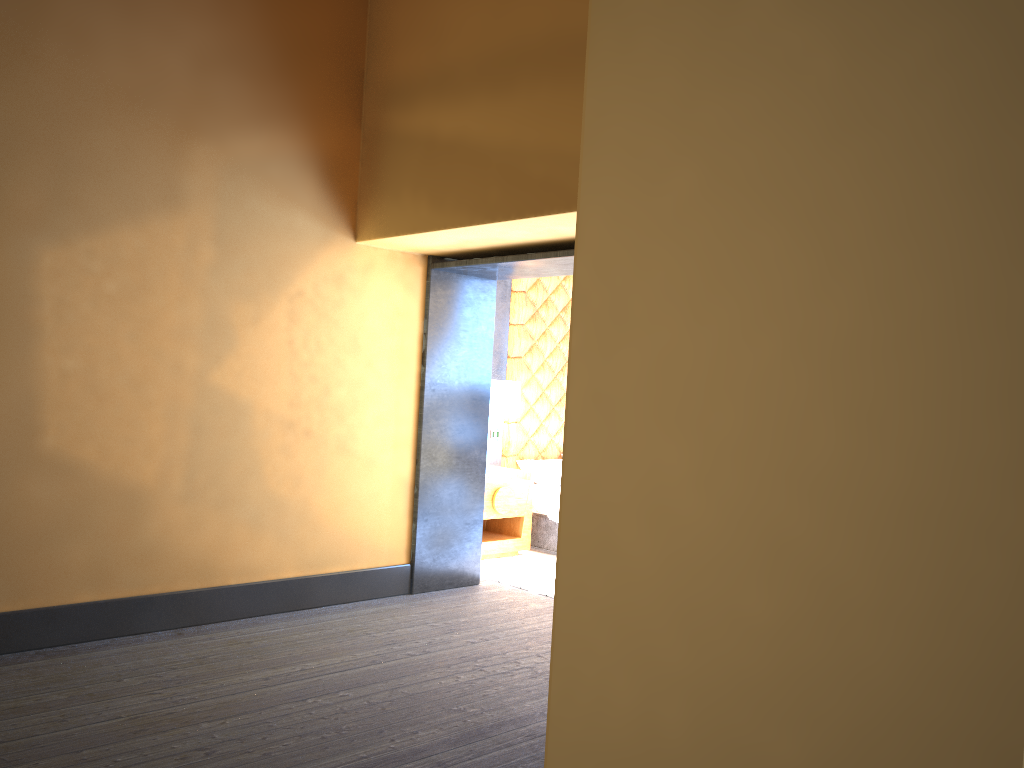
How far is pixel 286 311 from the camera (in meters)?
5.07

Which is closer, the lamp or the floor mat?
the floor mat

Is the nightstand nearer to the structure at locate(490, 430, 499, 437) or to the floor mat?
the floor mat

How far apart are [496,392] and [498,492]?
0.8 meters

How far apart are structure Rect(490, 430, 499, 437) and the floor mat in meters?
1.1

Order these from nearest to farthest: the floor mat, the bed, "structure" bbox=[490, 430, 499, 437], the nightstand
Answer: the floor mat, the nightstand, the bed, "structure" bbox=[490, 430, 499, 437]

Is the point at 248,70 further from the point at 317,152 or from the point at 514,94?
the point at 514,94

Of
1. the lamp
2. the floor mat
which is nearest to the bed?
the floor mat

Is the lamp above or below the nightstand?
above

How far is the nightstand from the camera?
6.9m
